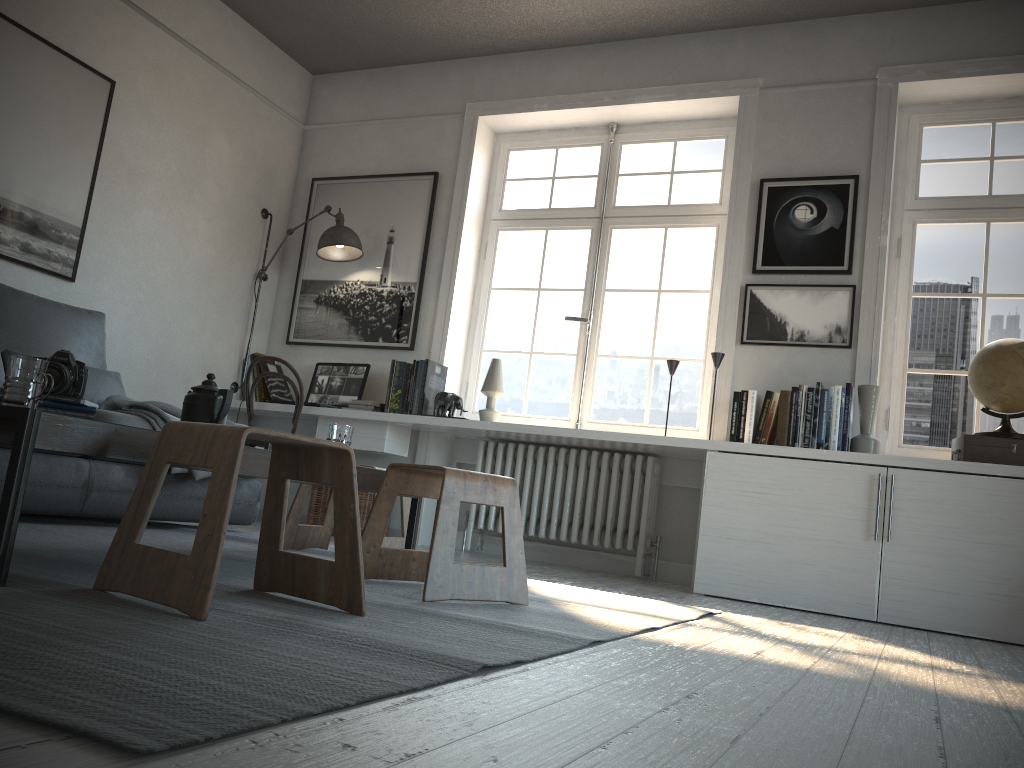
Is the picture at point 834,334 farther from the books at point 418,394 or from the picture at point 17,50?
the picture at point 17,50

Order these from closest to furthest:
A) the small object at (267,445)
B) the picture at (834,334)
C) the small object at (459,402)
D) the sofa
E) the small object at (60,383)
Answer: the small object at (60,383), the small object at (267,445), the sofa, the picture at (834,334), the small object at (459,402)

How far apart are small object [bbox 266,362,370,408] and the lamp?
0.5m

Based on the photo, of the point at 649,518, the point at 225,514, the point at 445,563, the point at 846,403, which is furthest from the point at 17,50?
the point at 846,403

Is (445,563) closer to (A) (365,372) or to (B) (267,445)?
(B) (267,445)

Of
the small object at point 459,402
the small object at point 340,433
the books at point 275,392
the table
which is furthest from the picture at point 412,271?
the small object at point 340,433

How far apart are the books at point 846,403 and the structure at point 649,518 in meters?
0.5 m

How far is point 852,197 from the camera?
4.24m

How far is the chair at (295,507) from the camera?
3.2m

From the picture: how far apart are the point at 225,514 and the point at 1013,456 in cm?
319
